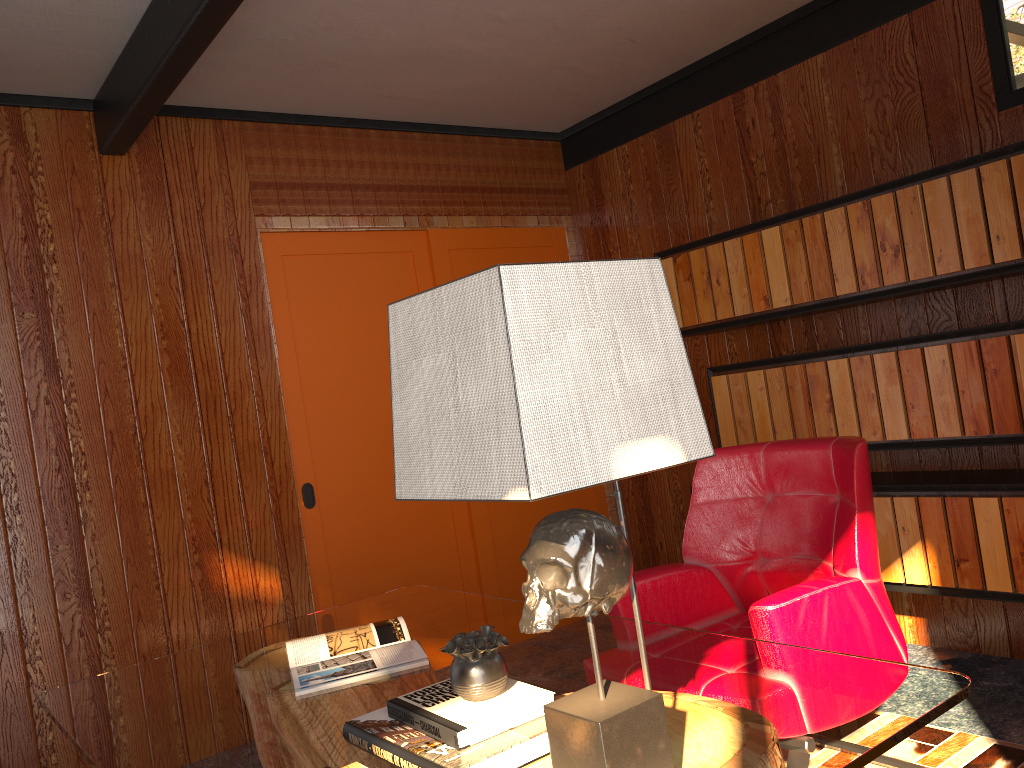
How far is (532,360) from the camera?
1.0 meters

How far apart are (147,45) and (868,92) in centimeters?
258cm

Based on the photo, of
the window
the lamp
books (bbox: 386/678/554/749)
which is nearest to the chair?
books (bbox: 386/678/554/749)

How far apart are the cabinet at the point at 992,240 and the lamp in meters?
2.1 m

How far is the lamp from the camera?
1.03m

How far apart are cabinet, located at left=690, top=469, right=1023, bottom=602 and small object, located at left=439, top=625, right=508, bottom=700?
2.06m

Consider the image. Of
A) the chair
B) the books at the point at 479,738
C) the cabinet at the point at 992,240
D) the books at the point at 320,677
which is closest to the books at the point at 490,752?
the books at the point at 479,738

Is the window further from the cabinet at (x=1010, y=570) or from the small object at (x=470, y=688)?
the small object at (x=470, y=688)

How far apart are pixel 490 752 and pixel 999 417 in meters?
2.2 m

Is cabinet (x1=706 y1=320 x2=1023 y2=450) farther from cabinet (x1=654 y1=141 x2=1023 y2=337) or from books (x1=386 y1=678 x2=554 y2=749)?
books (x1=386 y1=678 x2=554 y2=749)
